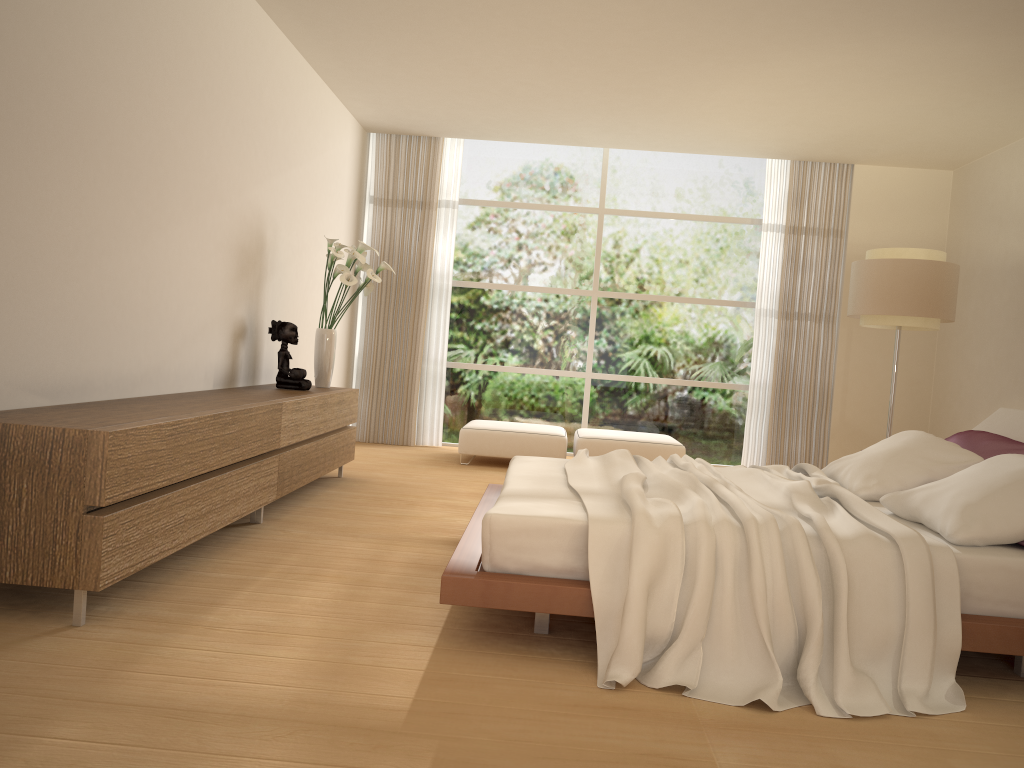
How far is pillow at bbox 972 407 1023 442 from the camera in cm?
438

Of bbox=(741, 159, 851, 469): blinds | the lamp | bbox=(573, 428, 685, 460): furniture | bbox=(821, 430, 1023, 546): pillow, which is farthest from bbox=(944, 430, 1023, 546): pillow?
bbox=(741, 159, 851, 469): blinds

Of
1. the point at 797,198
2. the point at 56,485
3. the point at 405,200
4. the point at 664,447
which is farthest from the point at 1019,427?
the point at 405,200

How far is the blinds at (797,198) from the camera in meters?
8.7 m

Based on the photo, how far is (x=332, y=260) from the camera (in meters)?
6.16

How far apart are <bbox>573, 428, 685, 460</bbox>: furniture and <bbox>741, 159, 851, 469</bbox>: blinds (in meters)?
1.19

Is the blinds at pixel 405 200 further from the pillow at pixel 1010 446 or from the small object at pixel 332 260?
the pillow at pixel 1010 446

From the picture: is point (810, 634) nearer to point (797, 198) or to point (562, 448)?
point (562, 448)

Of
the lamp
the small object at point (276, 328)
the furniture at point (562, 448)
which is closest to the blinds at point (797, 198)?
the lamp

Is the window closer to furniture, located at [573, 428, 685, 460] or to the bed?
furniture, located at [573, 428, 685, 460]
